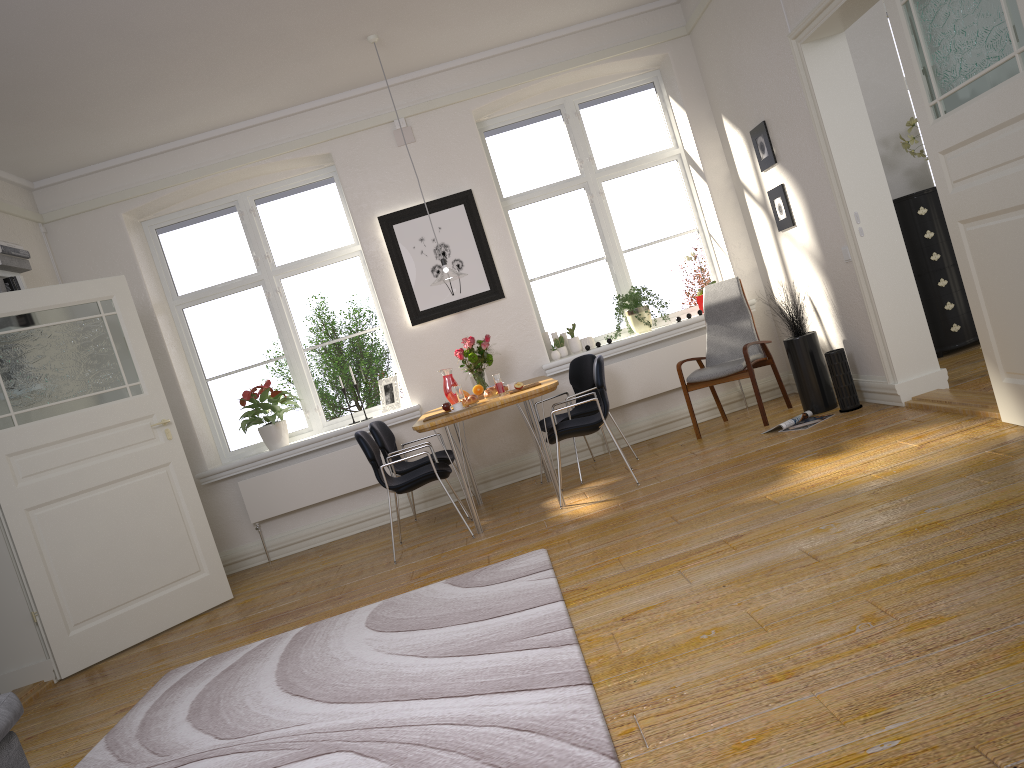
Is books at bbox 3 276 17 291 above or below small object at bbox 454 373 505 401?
above

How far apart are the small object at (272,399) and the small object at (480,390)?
1.62m

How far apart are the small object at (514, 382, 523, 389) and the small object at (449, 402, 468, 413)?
0.4m

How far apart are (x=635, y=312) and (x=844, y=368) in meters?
1.8

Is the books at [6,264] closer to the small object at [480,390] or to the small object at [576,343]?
the small object at [480,390]

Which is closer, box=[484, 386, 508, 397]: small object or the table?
the table

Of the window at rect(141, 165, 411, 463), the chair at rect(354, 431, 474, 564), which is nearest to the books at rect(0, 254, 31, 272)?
the window at rect(141, 165, 411, 463)

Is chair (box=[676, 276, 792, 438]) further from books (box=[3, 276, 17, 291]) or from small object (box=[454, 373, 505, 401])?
books (box=[3, 276, 17, 291])

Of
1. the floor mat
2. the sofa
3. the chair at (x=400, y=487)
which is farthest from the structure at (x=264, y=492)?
the sofa

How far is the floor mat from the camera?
2.48m
